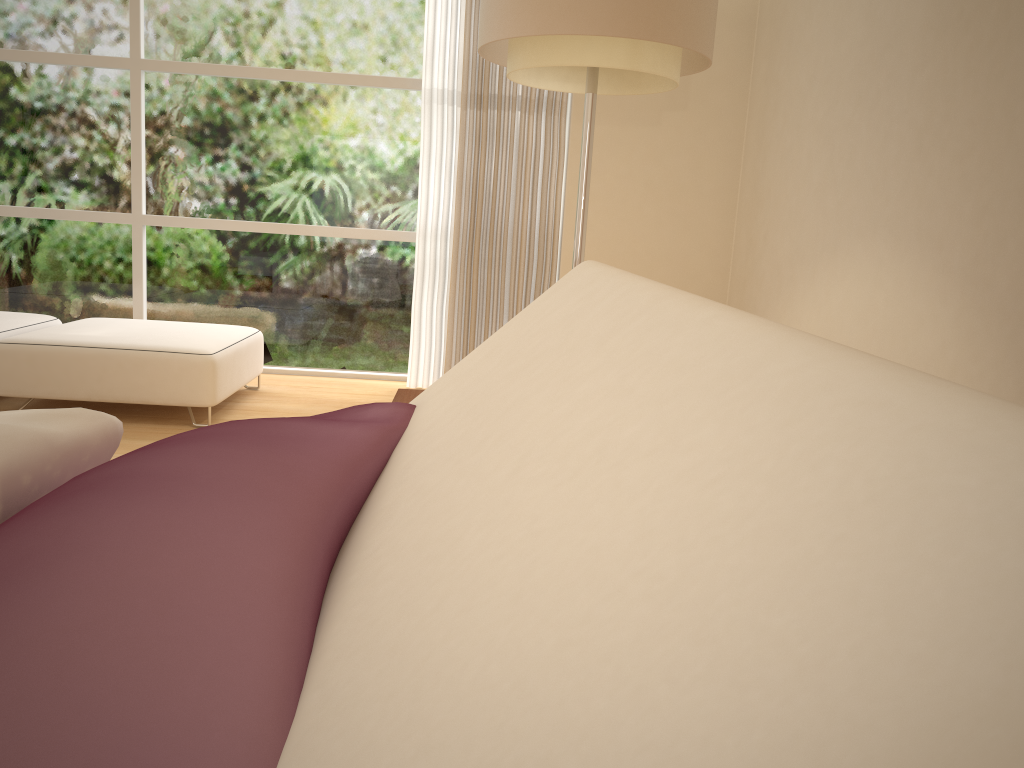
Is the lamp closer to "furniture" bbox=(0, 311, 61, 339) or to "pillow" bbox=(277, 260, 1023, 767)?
"pillow" bbox=(277, 260, 1023, 767)

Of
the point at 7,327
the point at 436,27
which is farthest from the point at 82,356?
the point at 436,27

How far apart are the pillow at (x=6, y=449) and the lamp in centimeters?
208cm

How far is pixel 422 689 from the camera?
0.3 meters

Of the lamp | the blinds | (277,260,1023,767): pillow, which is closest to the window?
the blinds

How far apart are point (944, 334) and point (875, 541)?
2.7 meters

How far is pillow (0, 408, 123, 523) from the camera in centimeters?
69cm

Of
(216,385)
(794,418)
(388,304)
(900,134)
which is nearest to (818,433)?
(794,418)

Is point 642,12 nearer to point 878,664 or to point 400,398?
point 400,398

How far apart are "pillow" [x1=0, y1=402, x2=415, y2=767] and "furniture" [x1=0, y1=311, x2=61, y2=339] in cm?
391
